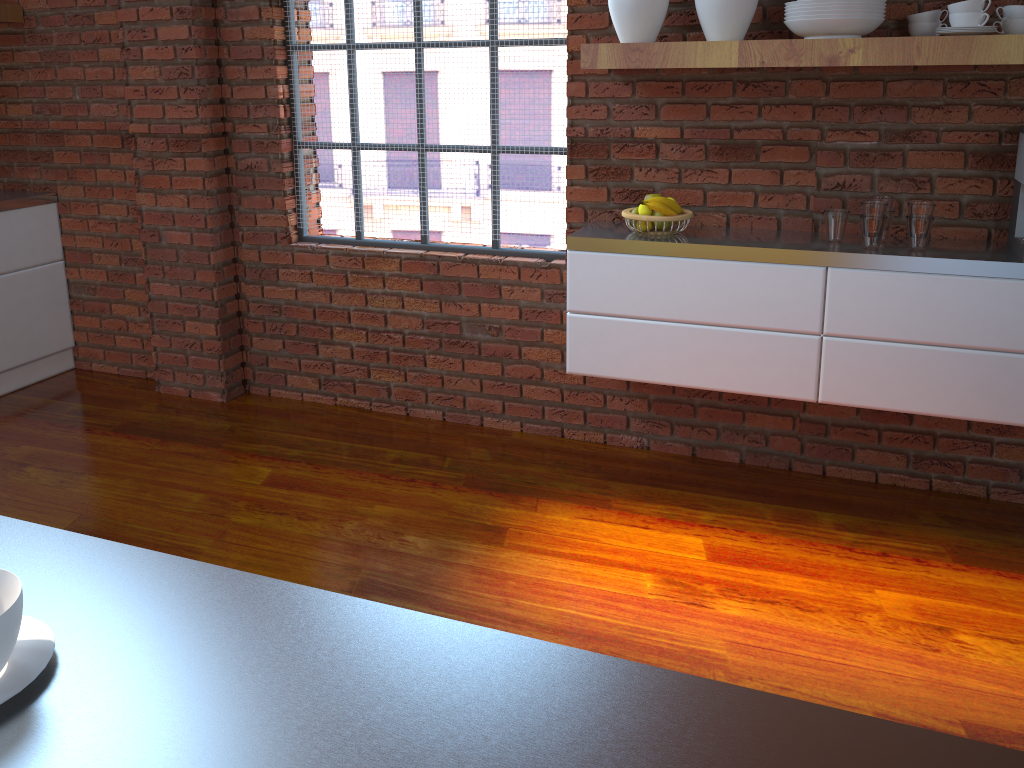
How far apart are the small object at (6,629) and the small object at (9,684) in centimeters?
2cm

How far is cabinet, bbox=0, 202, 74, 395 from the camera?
3.9 meters

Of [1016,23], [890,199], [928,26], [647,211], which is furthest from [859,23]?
[647,211]

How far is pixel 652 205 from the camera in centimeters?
277cm

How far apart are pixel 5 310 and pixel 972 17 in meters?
3.9 m

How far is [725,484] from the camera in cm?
310

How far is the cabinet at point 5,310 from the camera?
3.9m

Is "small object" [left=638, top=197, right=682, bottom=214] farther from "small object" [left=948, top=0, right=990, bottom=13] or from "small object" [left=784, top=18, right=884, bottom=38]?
"small object" [left=948, top=0, right=990, bottom=13]

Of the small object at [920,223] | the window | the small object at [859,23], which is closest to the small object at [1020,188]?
the small object at [920,223]

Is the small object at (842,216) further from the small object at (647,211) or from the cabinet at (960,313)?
the small object at (647,211)
